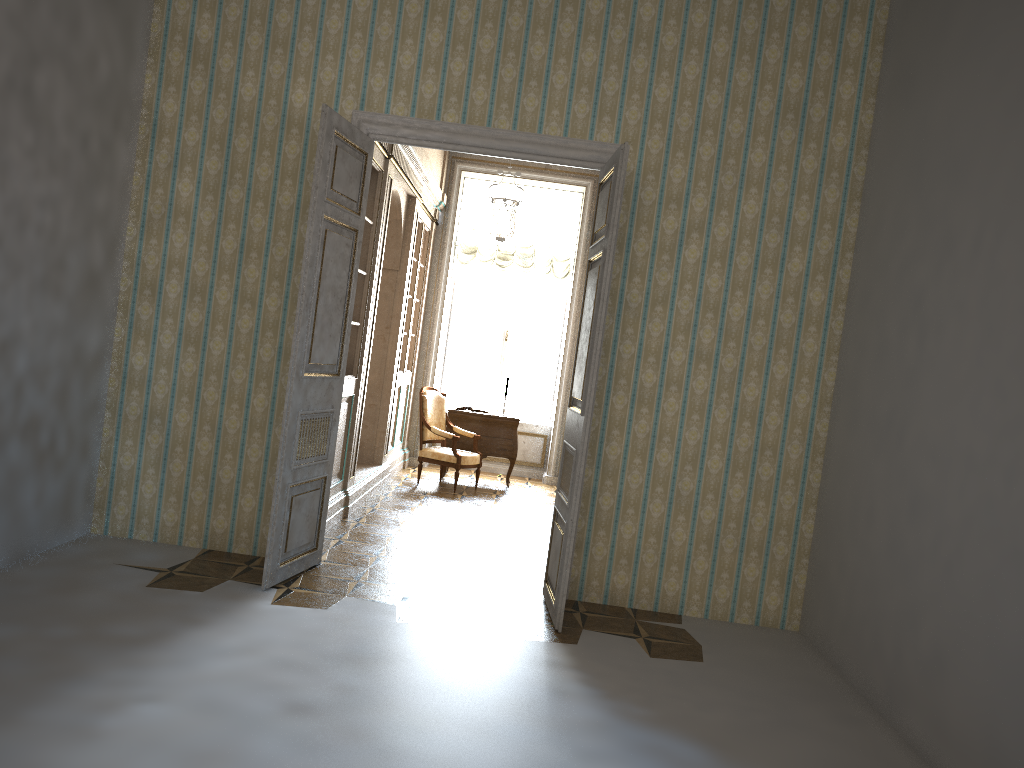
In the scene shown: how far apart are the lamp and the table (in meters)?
2.00

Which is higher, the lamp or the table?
the lamp

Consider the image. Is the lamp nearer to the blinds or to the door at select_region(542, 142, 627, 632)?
the blinds

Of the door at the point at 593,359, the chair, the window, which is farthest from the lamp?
the chair

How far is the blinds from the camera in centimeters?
1075cm

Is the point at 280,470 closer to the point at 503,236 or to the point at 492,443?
the point at 503,236

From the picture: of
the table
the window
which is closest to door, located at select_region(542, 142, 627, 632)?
the table

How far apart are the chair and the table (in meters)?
0.25

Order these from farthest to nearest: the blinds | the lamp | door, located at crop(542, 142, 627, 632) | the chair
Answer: the blinds, the chair, the lamp, door, located at crop(542, 142, 627, 632)

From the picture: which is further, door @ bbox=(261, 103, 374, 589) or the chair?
the chair
